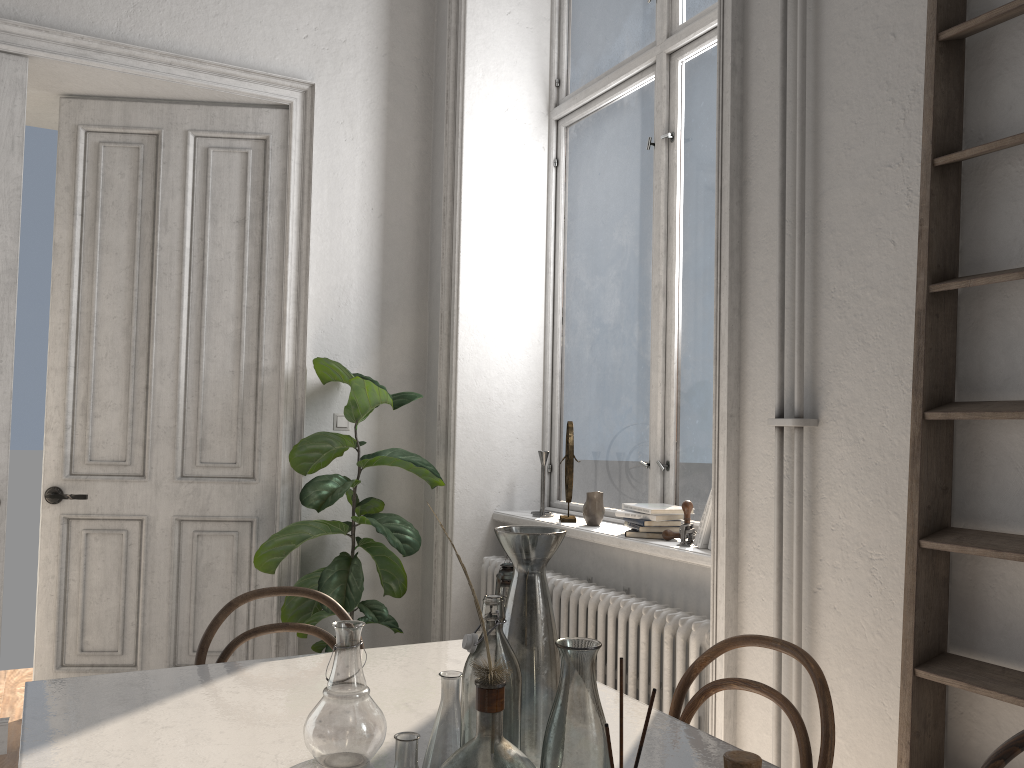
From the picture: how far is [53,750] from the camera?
1.45m

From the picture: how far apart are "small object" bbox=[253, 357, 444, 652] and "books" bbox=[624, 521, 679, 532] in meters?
1.0

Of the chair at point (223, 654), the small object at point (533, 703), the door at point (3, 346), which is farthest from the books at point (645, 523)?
the door at point (3, 346)

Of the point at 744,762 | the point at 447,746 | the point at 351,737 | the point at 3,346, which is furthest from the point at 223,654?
the point at 3,346

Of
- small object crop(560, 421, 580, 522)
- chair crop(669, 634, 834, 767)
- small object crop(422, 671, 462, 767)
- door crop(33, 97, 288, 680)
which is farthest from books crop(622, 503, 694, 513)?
small object crop(422, 671, 462, 767)

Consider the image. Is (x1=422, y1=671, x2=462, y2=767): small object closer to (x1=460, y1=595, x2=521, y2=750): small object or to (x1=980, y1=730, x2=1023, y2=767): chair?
(x1=460, y1=595, x2=521, y2=750): small object

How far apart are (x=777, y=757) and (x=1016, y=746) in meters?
0.9

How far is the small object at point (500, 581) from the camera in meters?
3.1 m

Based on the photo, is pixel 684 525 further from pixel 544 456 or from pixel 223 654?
pixel 223 654

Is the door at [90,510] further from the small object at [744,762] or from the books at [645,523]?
the small object at [744,762]
